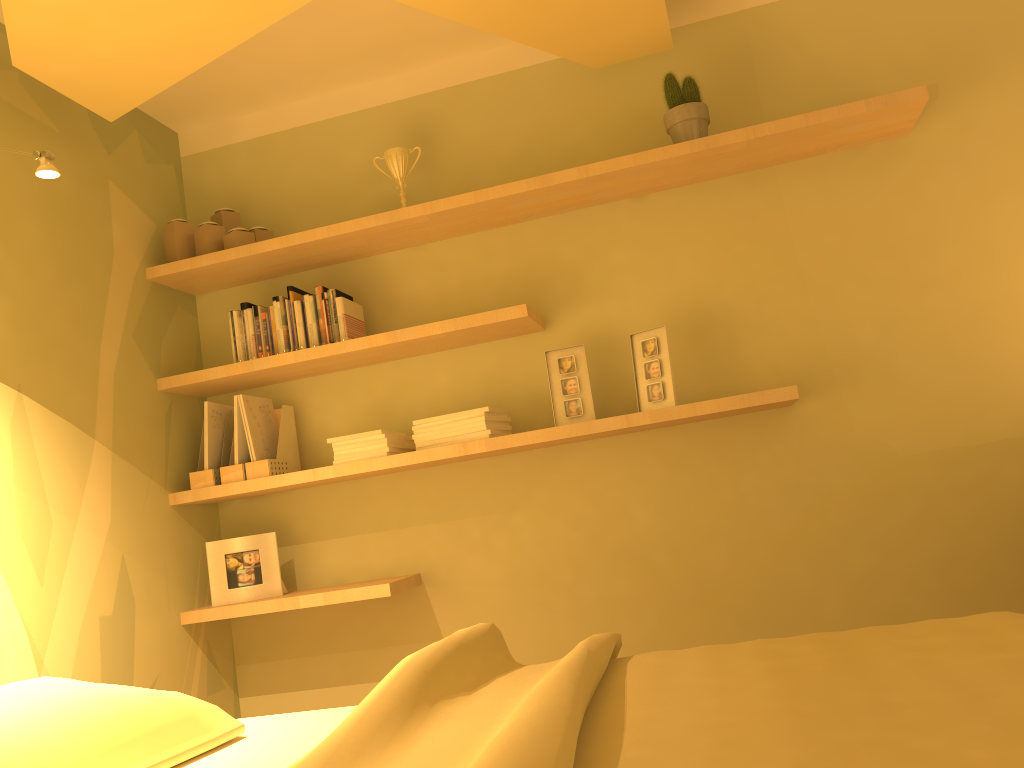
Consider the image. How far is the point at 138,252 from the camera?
3.11m

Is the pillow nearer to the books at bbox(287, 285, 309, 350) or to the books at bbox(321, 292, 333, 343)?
the books at bbox(321, 292, 333, 343)

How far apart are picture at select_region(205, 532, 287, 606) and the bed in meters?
0.9 m

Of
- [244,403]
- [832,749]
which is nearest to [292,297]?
[244,403]

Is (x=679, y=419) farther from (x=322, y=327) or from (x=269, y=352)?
(x=269, y=352)

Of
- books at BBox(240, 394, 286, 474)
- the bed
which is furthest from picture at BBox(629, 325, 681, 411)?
books at BBox(240, 394, 286, 474)

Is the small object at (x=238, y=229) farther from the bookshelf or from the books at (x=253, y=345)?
the books at (x=253, y=345)

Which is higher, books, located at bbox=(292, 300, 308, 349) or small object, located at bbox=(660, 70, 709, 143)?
small object, located at bbox=(660, 70, 709, 143)

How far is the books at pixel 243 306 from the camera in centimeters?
313cm

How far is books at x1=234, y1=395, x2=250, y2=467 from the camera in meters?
3.0
